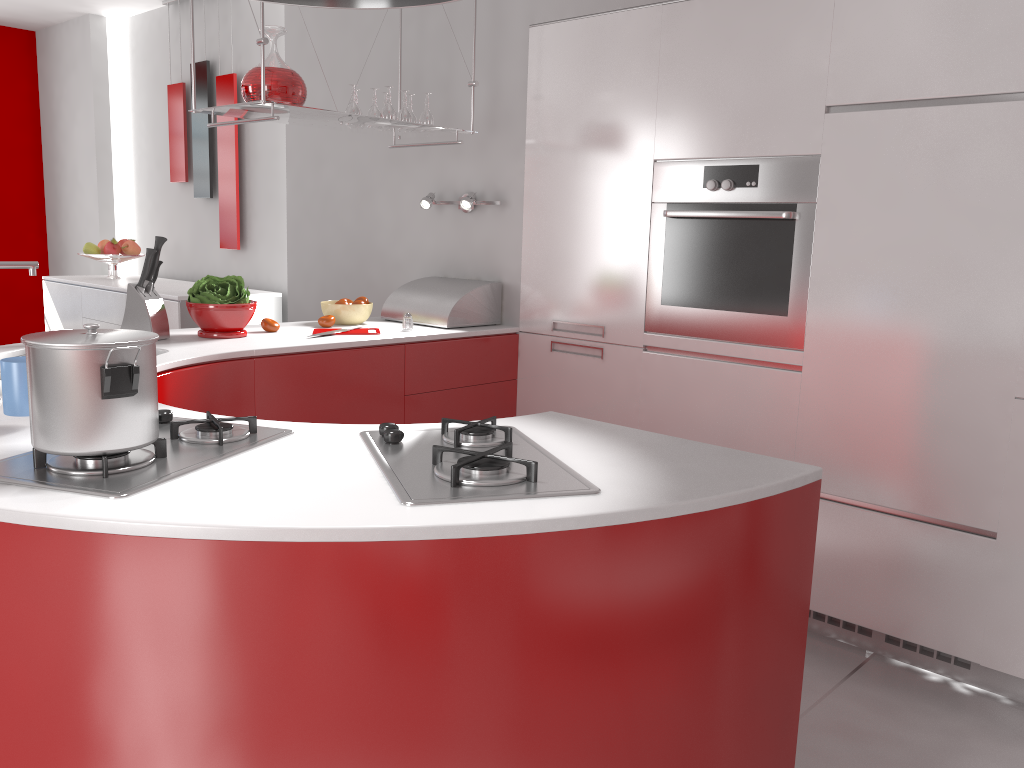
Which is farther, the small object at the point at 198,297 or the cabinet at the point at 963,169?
the small object at the point at 198,297

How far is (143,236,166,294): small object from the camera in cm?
278

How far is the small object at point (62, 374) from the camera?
1.26m

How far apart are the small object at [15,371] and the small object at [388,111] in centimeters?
194cm

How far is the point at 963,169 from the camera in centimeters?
241cm

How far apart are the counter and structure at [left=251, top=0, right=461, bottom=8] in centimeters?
78cm

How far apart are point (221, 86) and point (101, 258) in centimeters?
133cm

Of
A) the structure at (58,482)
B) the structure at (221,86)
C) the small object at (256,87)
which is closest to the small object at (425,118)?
the small object at (256,87)

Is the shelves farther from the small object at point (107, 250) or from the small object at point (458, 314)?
the small object at point (107, 250)

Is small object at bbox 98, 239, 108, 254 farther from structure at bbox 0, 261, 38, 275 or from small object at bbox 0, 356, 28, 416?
small object at bbox 0, 356, 28, 416
